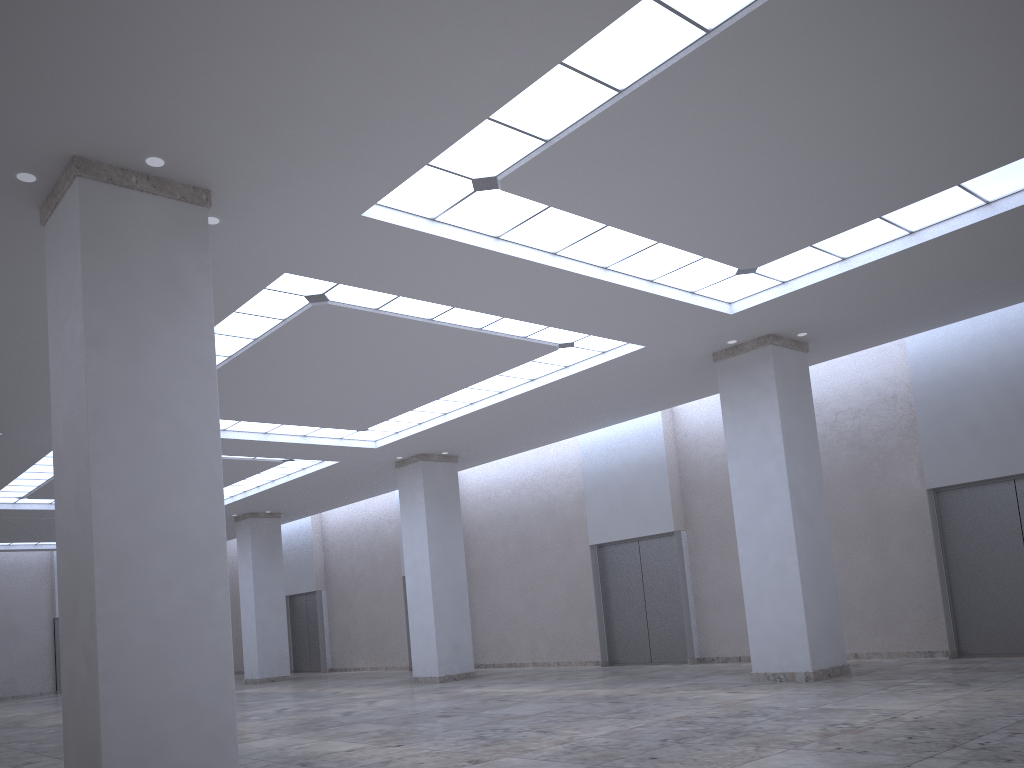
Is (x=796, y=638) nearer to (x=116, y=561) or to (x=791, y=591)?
(x=791, y=591)

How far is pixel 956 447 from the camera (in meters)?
46.29

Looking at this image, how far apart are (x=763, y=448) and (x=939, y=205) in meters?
15.2
